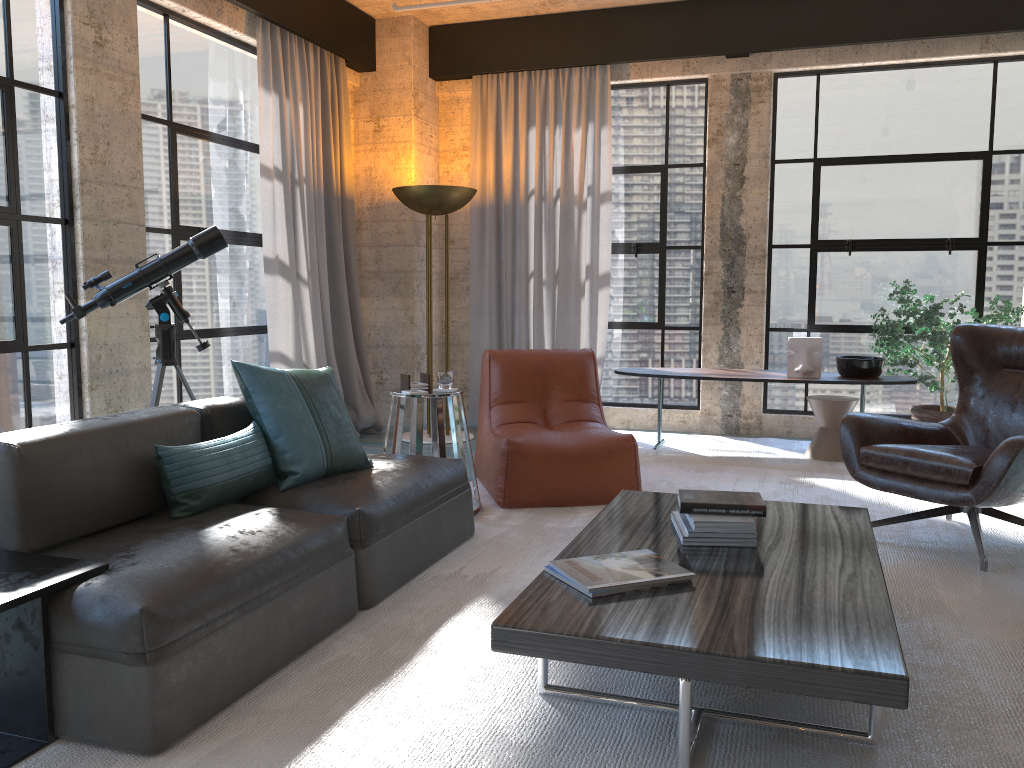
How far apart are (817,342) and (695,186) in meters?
1.7 m

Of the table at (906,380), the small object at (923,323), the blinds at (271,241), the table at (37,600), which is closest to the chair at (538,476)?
the table at (906,380)

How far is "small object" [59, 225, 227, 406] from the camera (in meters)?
4.09

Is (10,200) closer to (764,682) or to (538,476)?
(538,476)

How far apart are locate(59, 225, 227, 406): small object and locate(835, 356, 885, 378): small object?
3.9 meters

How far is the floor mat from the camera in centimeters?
209cm

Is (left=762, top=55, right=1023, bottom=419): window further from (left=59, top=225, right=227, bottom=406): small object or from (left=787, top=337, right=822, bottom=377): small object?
(left=59, top=225, right=227, bottom=406): small object

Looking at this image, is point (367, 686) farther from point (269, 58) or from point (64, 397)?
point (269, 58)

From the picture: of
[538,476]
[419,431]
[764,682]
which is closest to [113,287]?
[419,431]

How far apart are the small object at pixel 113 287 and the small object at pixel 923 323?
4.0 meters
